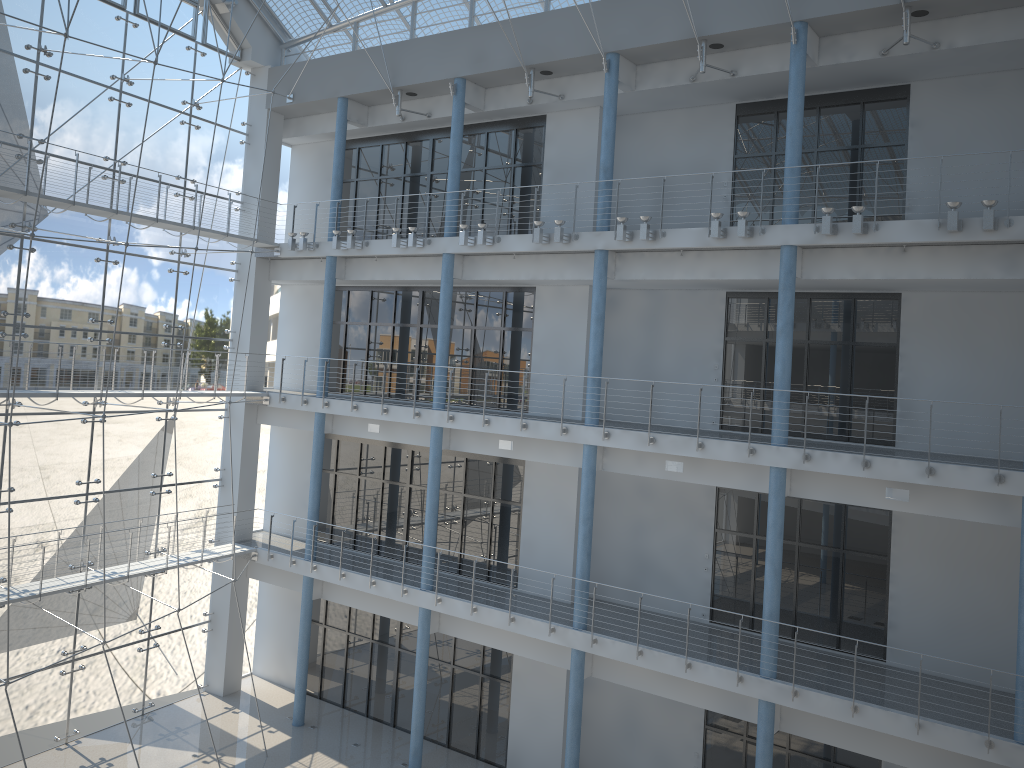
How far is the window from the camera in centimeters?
248cm

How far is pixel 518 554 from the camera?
2.67m

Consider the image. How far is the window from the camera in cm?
248

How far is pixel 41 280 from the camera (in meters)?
2.48
